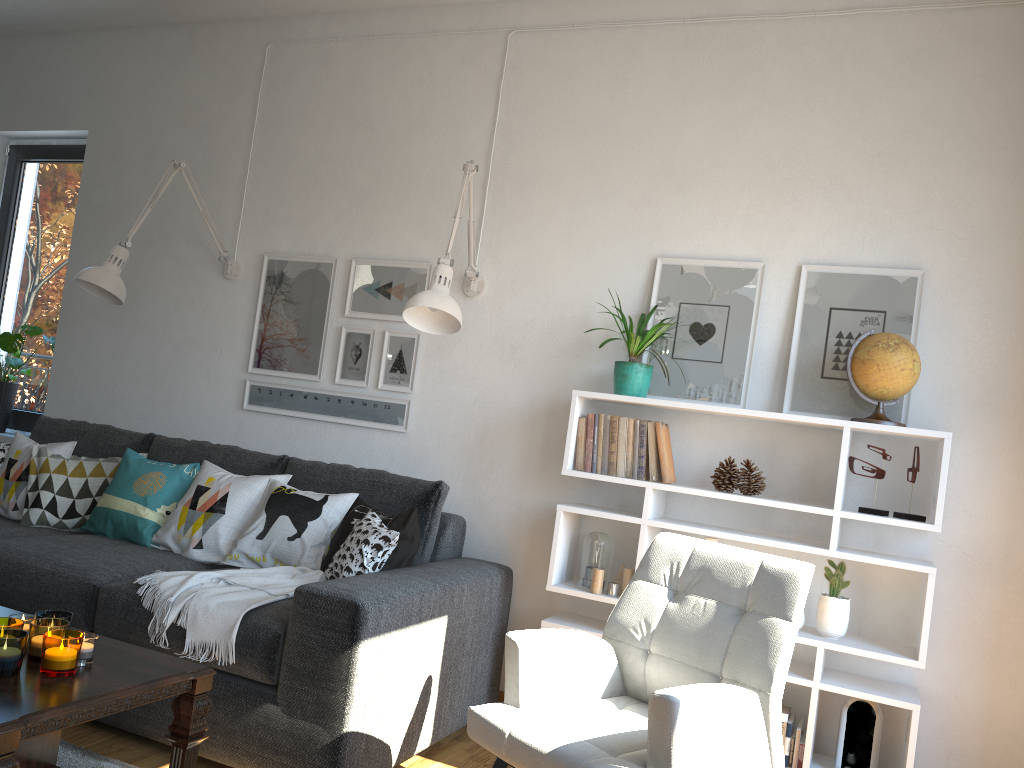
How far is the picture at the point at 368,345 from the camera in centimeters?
370cm

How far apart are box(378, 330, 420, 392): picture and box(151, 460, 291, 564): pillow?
0.6m

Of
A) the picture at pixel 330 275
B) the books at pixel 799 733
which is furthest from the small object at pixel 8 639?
the books at pixel 799 733

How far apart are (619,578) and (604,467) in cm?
39

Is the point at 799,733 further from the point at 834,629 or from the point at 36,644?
the point at 36,644

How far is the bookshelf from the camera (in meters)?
2.61

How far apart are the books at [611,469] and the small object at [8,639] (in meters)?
1.81

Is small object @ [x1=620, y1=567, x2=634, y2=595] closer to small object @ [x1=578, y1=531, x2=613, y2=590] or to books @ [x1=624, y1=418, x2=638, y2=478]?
small object @ [x1=578, y1=531, x2=613, y2=590]

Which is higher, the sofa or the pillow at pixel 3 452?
the pillow at pixel 3 452

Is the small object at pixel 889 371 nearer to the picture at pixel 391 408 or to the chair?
the chair
